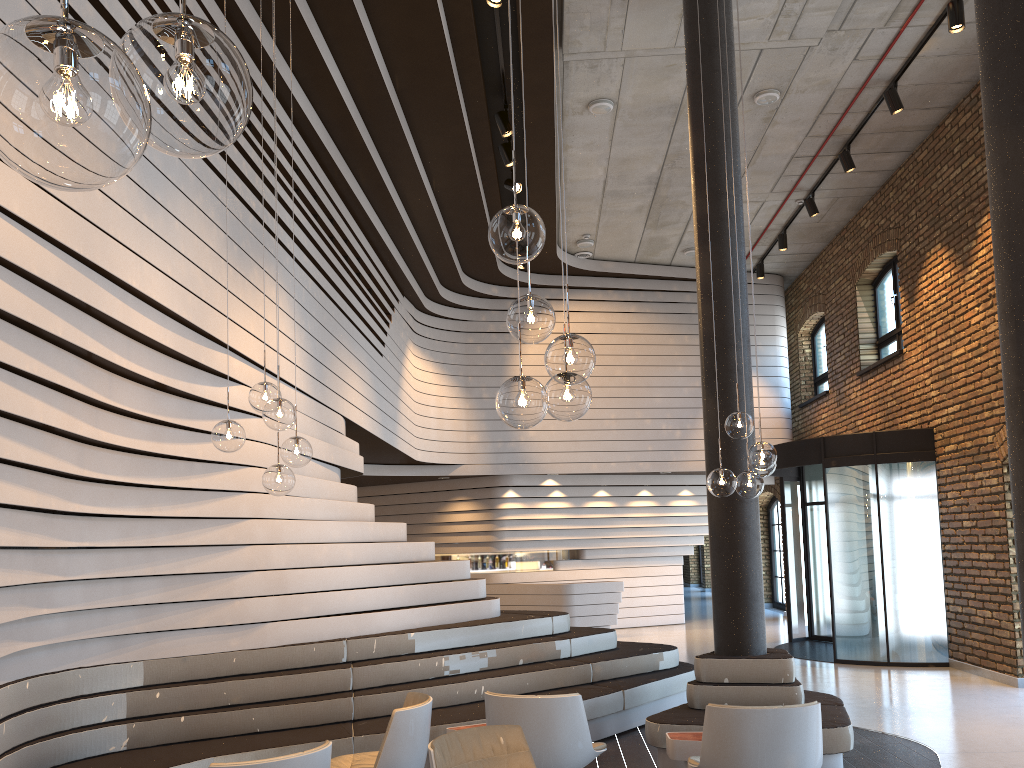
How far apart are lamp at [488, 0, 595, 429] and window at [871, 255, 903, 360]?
10.4 meters

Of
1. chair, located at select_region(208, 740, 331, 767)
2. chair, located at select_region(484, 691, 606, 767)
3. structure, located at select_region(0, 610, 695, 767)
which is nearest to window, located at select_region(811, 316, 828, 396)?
structure, located at select_region(0, 610, 695, 767)

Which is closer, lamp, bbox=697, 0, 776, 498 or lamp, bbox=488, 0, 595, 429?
lamp, bbox=488, 0, 595, 429

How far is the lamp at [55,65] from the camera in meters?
0.9

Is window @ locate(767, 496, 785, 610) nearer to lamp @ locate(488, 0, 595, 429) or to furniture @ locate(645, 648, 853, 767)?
furniture @ locate(645, 648, 853, 767)

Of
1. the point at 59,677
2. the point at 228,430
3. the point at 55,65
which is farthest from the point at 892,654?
the point at 55,65

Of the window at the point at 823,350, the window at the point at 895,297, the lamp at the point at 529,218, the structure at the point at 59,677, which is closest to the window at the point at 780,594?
the window at the point at 823,350

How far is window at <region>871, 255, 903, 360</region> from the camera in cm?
1214

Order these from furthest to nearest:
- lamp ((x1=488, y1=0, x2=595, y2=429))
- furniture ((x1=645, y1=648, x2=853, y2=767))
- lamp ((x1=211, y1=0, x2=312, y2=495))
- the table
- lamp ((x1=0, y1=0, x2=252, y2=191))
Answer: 1. furniture ((x1=645, y1=648, x2=853, y2=767))
2. the table
3. lamp ((x1=211, y1=0, x2=312, y2=495))
4. lamp ((x1=488, y1=0, x2=595, y2=429))
5. lamp ((x1=0, y1=0, x2=252, y2=191))

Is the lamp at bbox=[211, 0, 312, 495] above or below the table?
above
